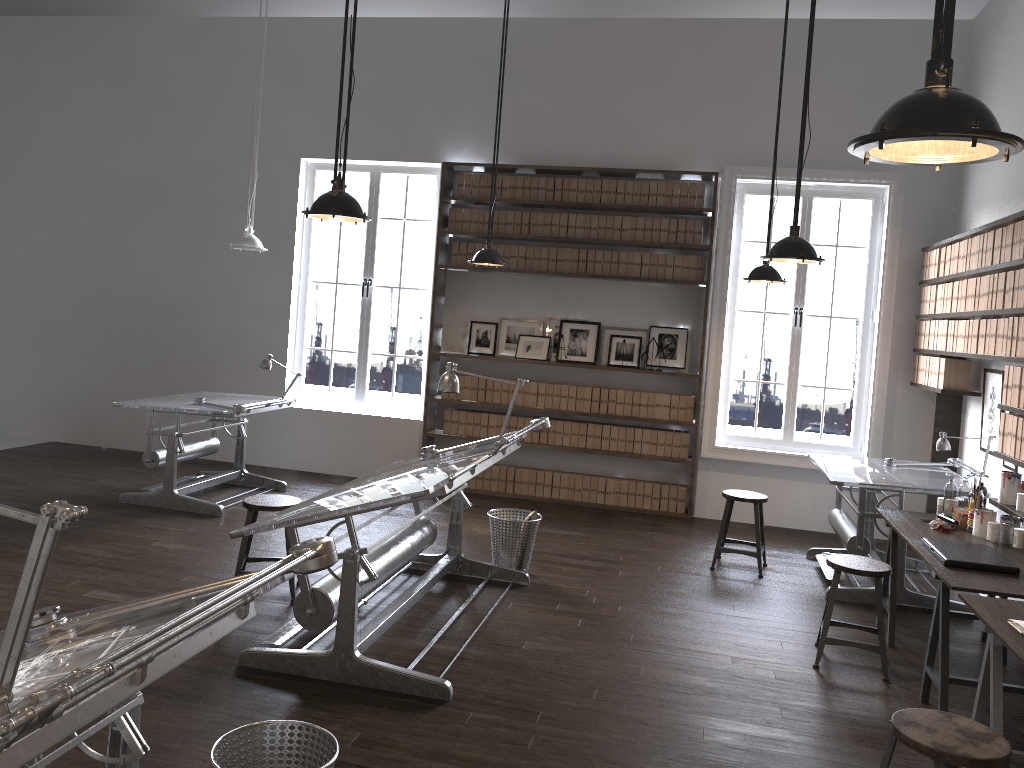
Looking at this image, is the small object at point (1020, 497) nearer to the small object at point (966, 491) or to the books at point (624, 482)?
the small object at point (966, 491)

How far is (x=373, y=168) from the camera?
8.41m

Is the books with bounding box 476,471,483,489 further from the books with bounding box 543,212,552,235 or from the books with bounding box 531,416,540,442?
the books with bounding box 543,212,552,235

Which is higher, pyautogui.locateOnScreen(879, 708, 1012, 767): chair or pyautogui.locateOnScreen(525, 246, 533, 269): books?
pyautogui.locateOnScreen(525, 246, 533, 269): books

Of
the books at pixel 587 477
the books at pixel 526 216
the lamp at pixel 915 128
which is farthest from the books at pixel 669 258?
the lamp at pixel 915 128

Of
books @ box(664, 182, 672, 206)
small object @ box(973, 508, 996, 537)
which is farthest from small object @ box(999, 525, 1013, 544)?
books @ box(664, 182, 672, 206)

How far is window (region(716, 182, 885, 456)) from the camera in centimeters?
741cm

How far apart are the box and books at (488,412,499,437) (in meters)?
4.14

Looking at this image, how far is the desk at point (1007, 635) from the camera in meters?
3.1 m

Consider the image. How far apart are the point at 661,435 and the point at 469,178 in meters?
2.9
